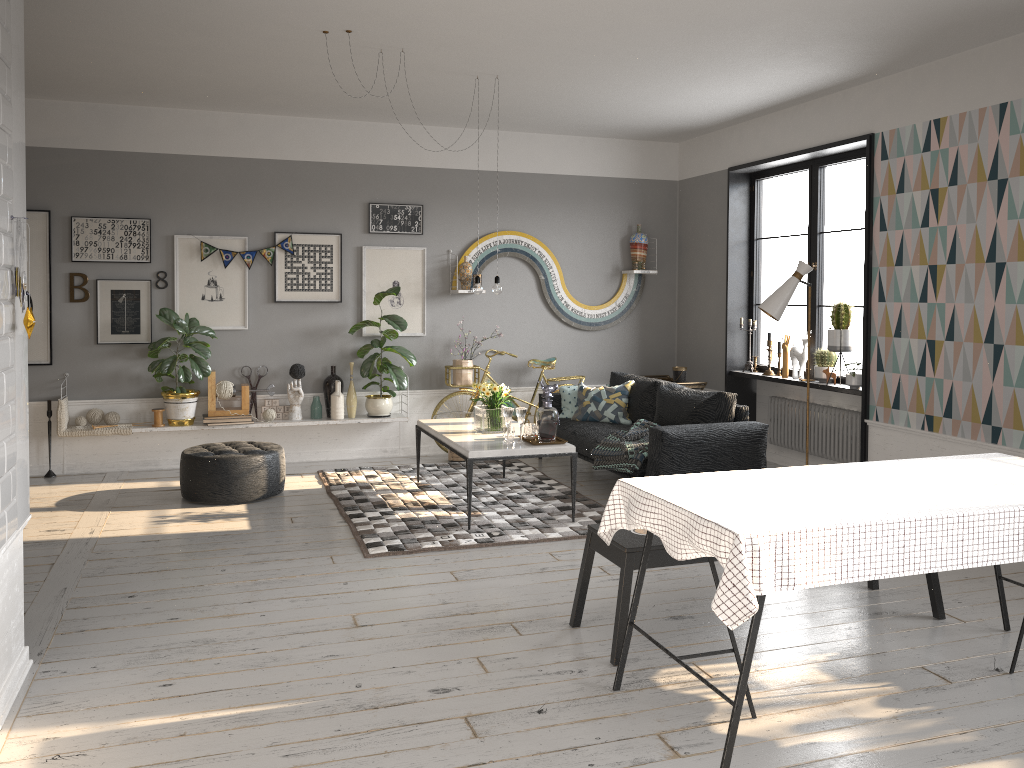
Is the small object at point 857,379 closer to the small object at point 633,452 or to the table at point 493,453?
the small object at point 633,452

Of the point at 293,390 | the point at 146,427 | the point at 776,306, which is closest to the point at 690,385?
the point at 776,306

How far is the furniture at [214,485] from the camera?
6.1m

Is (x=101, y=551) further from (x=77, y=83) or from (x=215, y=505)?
(x=77, y=83)

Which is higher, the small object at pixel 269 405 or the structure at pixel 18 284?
the structure at pixel 18 284

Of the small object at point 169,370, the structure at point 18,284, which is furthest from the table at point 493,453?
the structure at point 18,284

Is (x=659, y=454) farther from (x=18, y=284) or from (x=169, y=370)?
(x=18, y=284)

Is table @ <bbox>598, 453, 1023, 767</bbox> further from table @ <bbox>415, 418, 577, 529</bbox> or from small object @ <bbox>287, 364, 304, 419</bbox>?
small object @ <bbox>287, 364, 304, 419</bbox>

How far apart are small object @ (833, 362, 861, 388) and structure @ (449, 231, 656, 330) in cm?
252

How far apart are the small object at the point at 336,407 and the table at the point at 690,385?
3.05m
